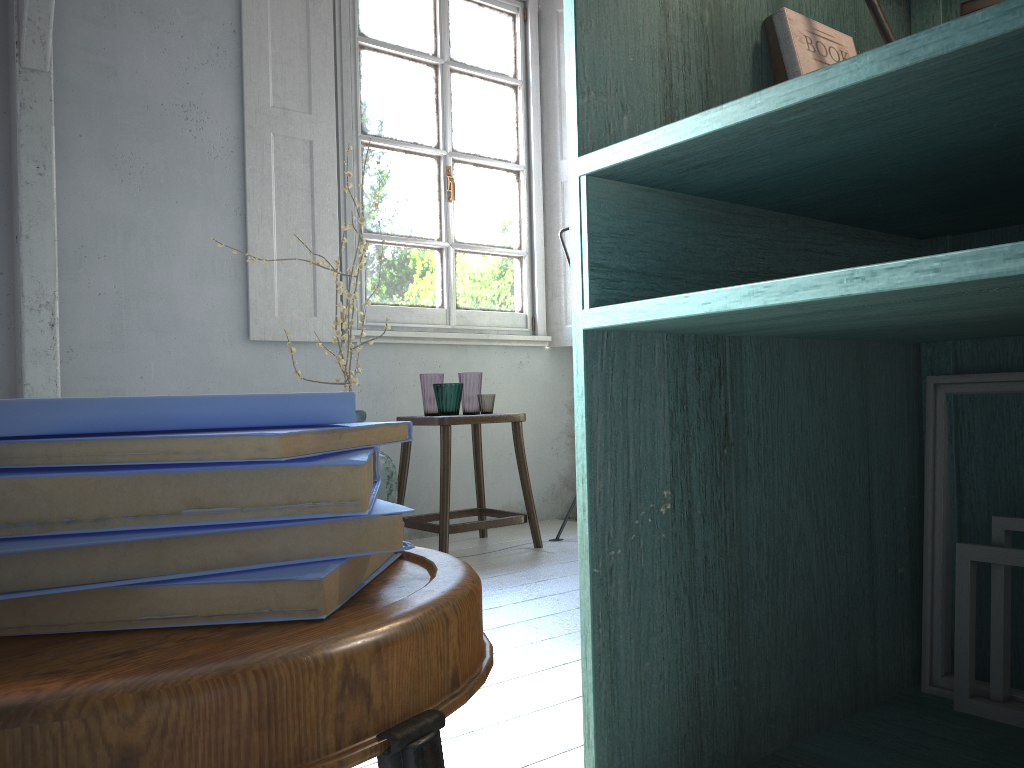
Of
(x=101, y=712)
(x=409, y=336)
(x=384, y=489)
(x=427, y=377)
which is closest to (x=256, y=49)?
(x=409, y=336)

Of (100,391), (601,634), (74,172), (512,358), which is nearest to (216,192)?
(74,172)

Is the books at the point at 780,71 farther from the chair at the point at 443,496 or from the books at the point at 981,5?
the chair at the point at 443,496

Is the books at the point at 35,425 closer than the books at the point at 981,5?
Yes

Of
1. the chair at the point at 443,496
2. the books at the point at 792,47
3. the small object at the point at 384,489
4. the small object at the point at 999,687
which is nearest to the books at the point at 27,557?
the books at the point at 792,47

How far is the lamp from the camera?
1.3m

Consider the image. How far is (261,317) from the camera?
4.57m

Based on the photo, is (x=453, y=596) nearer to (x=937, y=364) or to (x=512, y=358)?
(x=937, y=364)

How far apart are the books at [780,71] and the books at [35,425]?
1.1 meters

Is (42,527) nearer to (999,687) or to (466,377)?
(999,687)
